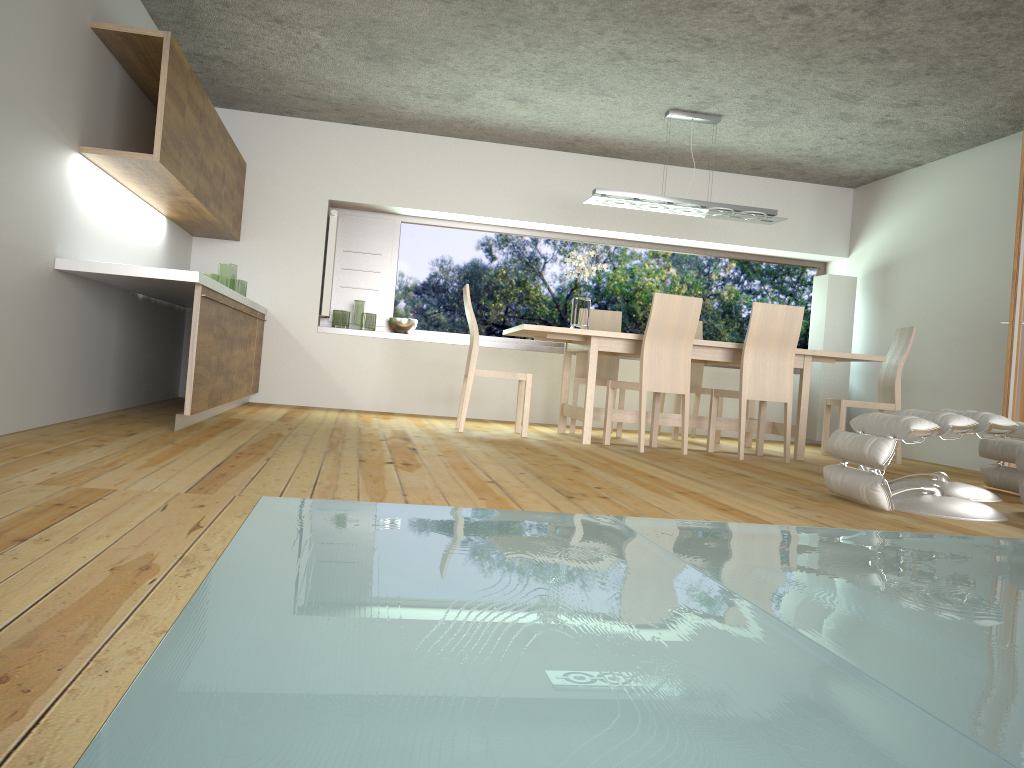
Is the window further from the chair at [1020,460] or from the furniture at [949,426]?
the chair at [1020,460]

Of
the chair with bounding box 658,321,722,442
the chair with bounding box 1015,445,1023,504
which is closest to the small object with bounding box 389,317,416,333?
the chair with bounding box 658,321,722,442

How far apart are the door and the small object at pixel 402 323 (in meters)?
4.59

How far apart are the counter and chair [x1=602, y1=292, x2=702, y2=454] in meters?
2.5

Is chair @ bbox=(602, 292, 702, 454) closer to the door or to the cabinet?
the door

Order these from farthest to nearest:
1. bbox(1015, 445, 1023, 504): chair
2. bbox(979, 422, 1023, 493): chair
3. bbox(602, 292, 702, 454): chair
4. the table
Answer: the table, bbox(602, 292, 702, 454): chair, bbox(979, 422, 1023, 493): chair, bbox(1015, 445, 1023, 504): chair

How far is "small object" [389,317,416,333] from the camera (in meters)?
7.77

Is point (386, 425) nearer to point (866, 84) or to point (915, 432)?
point (915, 432)

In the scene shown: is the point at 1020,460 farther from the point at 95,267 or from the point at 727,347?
the point at 95,267

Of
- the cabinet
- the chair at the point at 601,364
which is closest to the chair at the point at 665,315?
the chair at the point at 601,364
